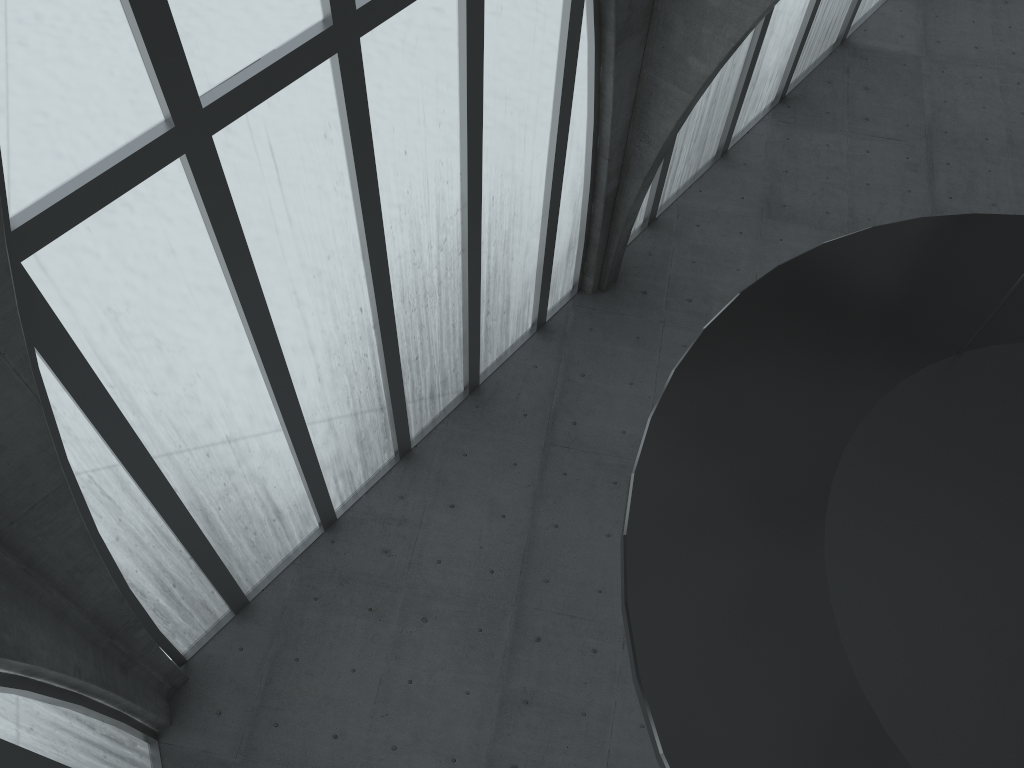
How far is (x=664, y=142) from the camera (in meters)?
24.00

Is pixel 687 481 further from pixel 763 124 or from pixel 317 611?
pixel 763 124
